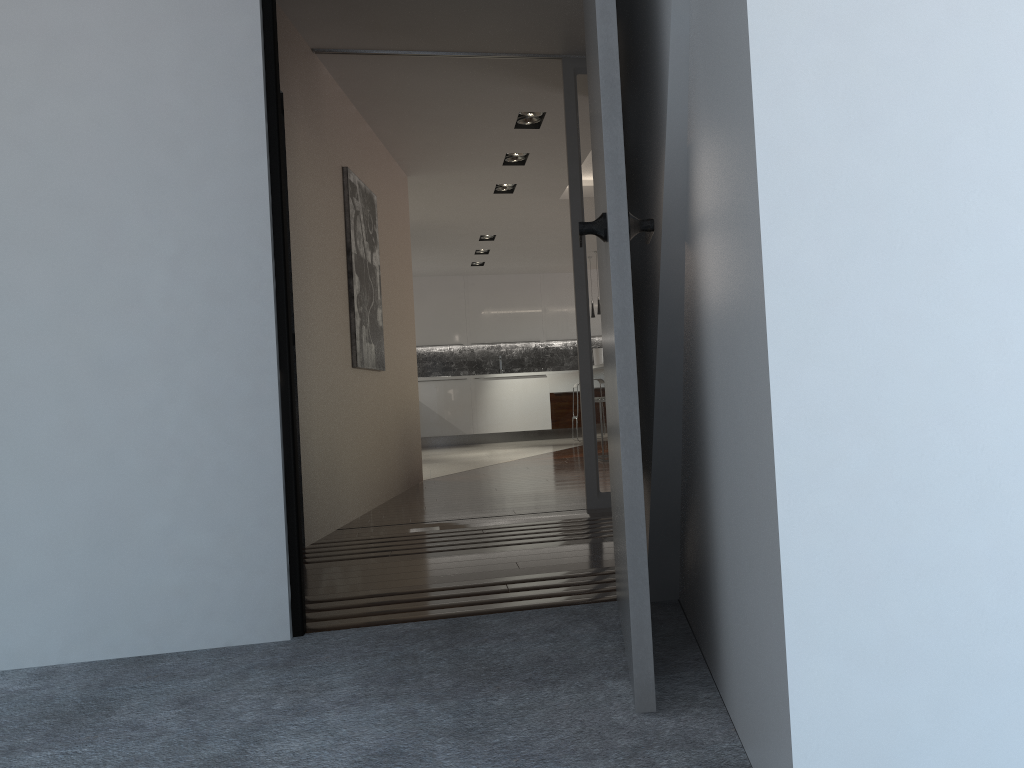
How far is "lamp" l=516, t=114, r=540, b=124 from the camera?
6.0m

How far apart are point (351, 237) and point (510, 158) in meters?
2.2

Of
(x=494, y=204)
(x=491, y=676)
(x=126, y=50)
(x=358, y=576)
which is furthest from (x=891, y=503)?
(x=494, y=204)

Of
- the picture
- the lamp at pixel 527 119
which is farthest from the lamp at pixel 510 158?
the picture

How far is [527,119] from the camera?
6.0m

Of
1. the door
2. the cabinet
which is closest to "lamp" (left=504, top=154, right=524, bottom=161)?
the door

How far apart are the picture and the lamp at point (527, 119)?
1.1m

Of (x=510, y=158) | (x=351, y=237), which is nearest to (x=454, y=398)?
(x=510, y=158)

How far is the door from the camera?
1.70m

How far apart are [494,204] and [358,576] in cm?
574
